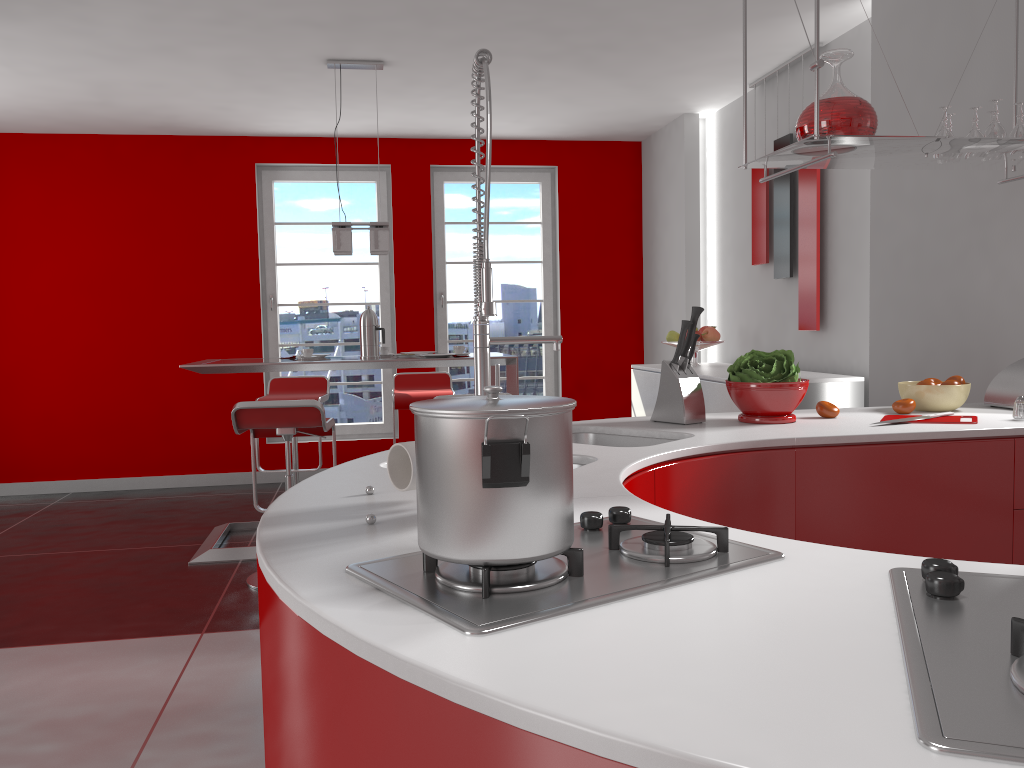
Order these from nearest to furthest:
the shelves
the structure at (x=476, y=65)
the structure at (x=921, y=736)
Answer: the structure at (x=921, y=736) < the structure at (x=476, y=65) < the shelves

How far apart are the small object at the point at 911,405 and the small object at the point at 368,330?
2.9m

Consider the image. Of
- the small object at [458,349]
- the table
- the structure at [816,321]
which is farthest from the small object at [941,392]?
the small object at [458,349]

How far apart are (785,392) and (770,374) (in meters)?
0.07

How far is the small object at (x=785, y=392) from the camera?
2.4 meters

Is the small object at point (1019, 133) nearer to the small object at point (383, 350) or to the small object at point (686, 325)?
the small object at point (686, 325)

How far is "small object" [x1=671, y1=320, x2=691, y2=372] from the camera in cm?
245

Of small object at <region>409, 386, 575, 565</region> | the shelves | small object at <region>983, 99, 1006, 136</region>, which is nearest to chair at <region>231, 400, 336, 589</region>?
the shelves

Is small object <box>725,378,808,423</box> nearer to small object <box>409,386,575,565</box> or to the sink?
the sink

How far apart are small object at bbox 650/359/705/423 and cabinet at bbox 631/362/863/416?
1.86m
